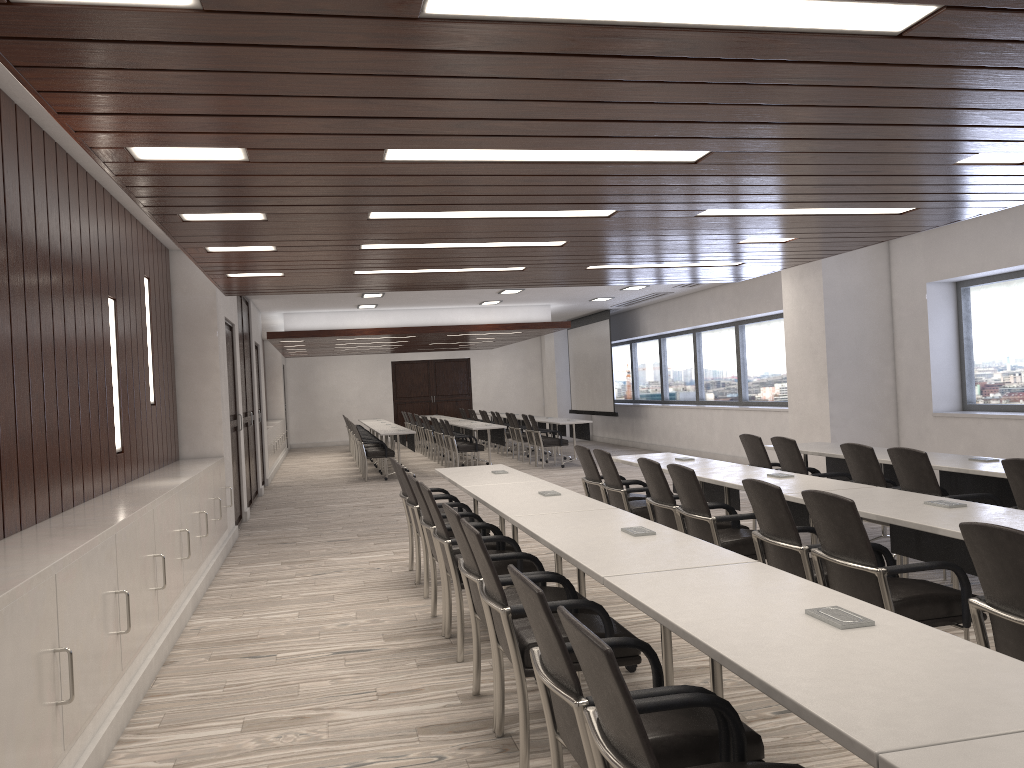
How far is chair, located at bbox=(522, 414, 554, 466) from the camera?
15.8m

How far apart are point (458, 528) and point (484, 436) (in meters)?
13.01

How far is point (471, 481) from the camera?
6.3m

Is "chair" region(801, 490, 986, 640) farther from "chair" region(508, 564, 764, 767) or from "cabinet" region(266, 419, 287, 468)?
"cabinet" region(266, 419, 287, 468)

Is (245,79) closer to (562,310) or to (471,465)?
(471,465)

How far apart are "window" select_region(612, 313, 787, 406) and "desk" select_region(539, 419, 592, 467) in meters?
2.4 m

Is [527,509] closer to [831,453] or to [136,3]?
[136,3]

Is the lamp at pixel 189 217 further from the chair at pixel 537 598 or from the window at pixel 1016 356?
the window at pixel 1016 356

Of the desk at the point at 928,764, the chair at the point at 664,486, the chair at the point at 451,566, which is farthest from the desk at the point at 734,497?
the desk at the point at 928,764

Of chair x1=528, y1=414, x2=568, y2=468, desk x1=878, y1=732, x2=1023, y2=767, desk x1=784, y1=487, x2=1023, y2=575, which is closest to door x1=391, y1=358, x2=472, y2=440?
chair x1=528, y1=414, x2=568, y2=468
